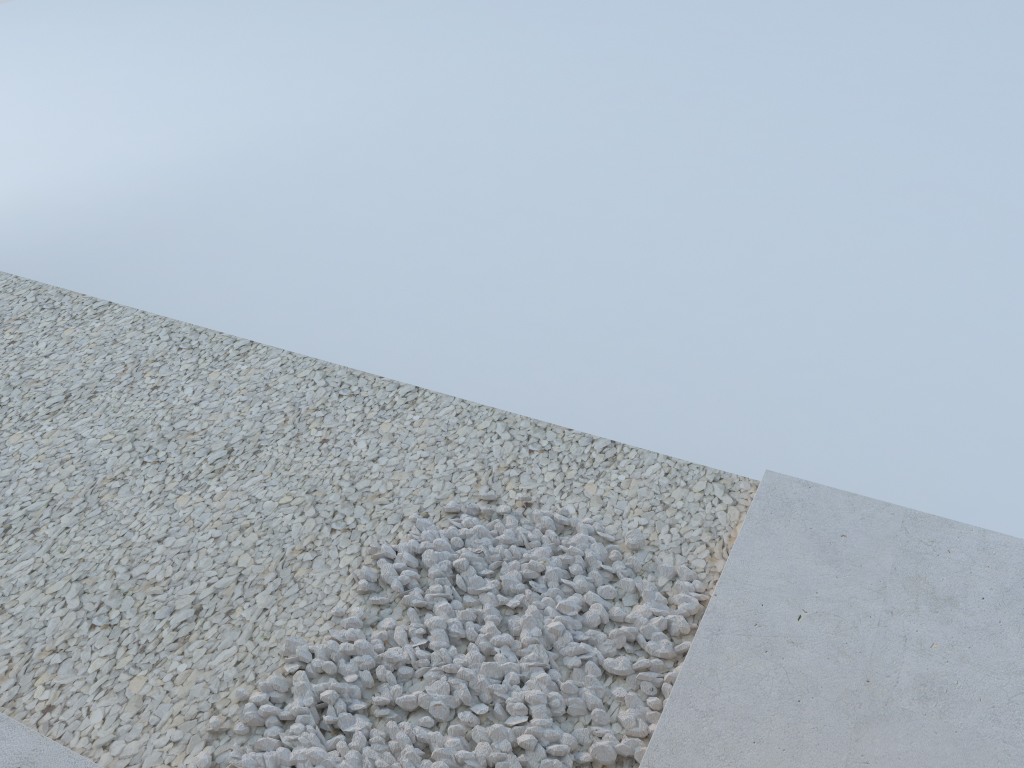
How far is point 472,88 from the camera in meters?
7.9
